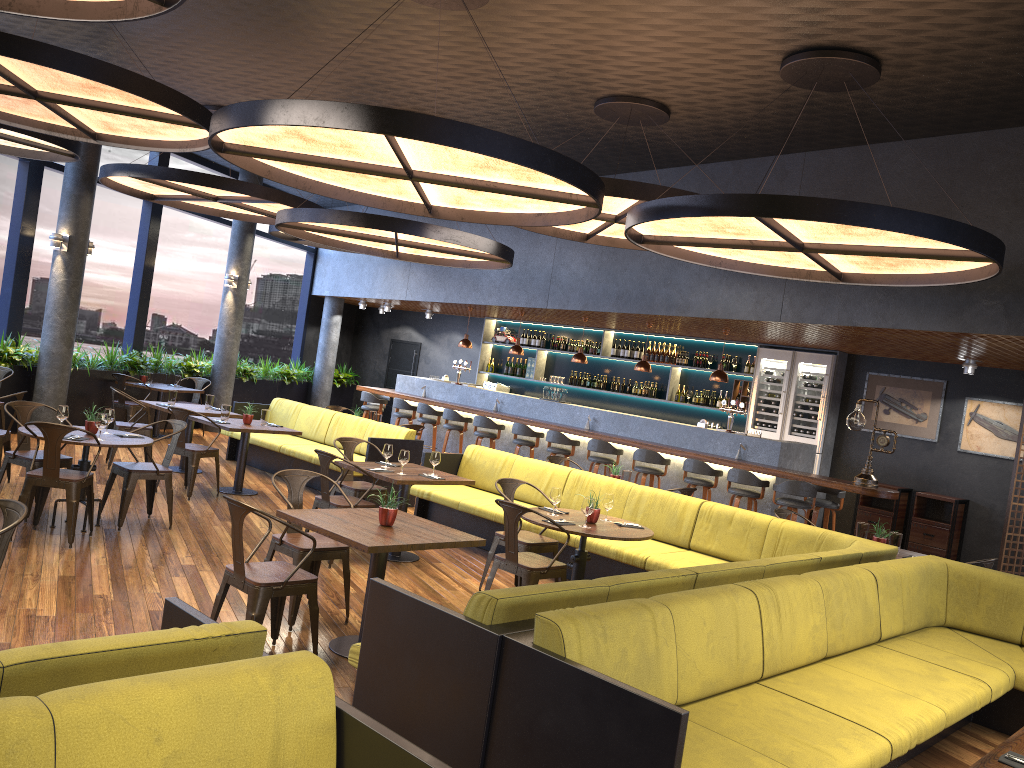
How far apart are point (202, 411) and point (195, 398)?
4.0m

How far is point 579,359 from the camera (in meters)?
13.05

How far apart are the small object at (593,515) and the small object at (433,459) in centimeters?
187cm

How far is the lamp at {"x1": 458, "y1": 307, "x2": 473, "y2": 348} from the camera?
14.8 meters

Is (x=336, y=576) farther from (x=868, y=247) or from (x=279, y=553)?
(x=868, y=247)

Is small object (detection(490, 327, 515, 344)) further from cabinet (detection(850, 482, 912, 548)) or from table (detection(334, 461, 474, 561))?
table (detection(334, 461, 474, 561))

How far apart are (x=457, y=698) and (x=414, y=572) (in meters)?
3.99

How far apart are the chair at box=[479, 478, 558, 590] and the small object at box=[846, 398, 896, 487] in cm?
434

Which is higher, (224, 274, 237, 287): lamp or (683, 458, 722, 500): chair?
(224, 274, 237, 287): lamp

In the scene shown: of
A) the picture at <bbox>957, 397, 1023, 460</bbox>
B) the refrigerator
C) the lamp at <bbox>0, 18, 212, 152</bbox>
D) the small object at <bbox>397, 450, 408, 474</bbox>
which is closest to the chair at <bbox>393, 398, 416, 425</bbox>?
the refrigerator
